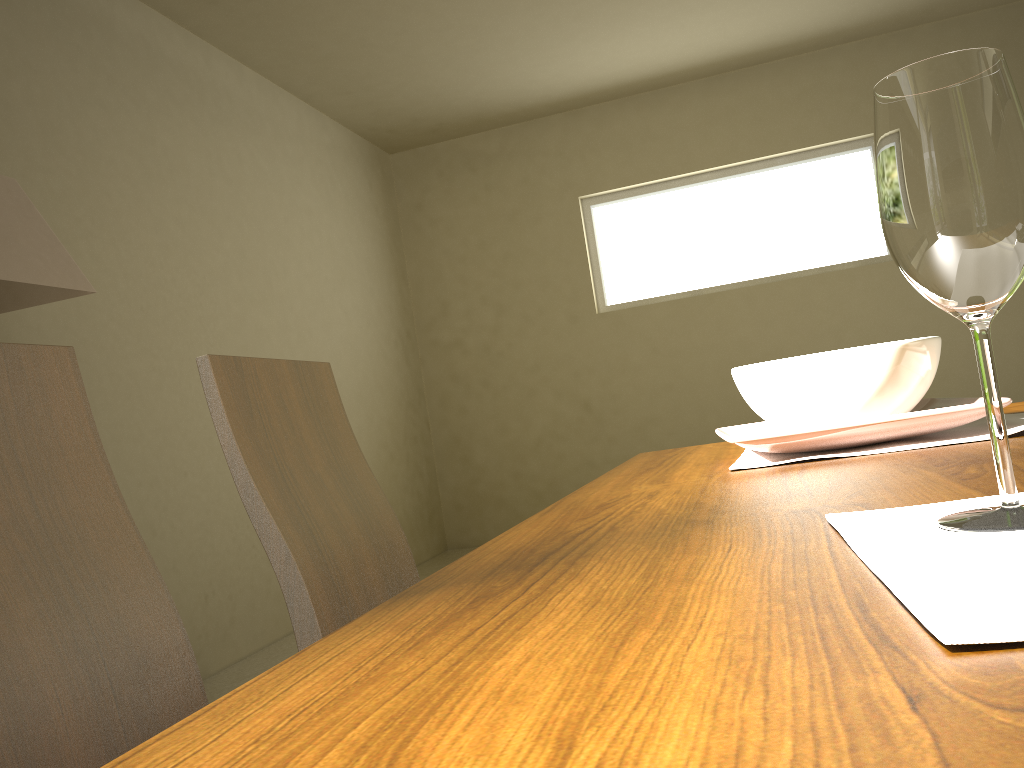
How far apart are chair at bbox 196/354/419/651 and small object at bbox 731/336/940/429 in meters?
0.6 m

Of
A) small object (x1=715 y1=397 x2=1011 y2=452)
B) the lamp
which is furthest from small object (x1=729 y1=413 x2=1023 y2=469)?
the lamp

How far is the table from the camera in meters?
0.2

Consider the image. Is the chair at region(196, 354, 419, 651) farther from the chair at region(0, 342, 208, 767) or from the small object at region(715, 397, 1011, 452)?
the small object at region(715, 397, 1011, 452)

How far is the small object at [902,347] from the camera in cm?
93

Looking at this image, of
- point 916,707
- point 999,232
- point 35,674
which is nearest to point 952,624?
point 916,707

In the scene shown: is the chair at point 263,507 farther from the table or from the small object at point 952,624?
the small object at point 952,624

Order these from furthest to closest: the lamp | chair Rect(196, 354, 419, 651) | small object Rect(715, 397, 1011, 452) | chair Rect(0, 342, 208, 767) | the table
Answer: the lamp < chair Rect(196, 354, 419, 651) < small object Rect(715, 397, 1011, 452) < chair Rect(0, 342, 208, 767) < the table

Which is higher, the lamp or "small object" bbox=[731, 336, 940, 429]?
the lamp

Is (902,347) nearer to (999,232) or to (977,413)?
(977,413)
